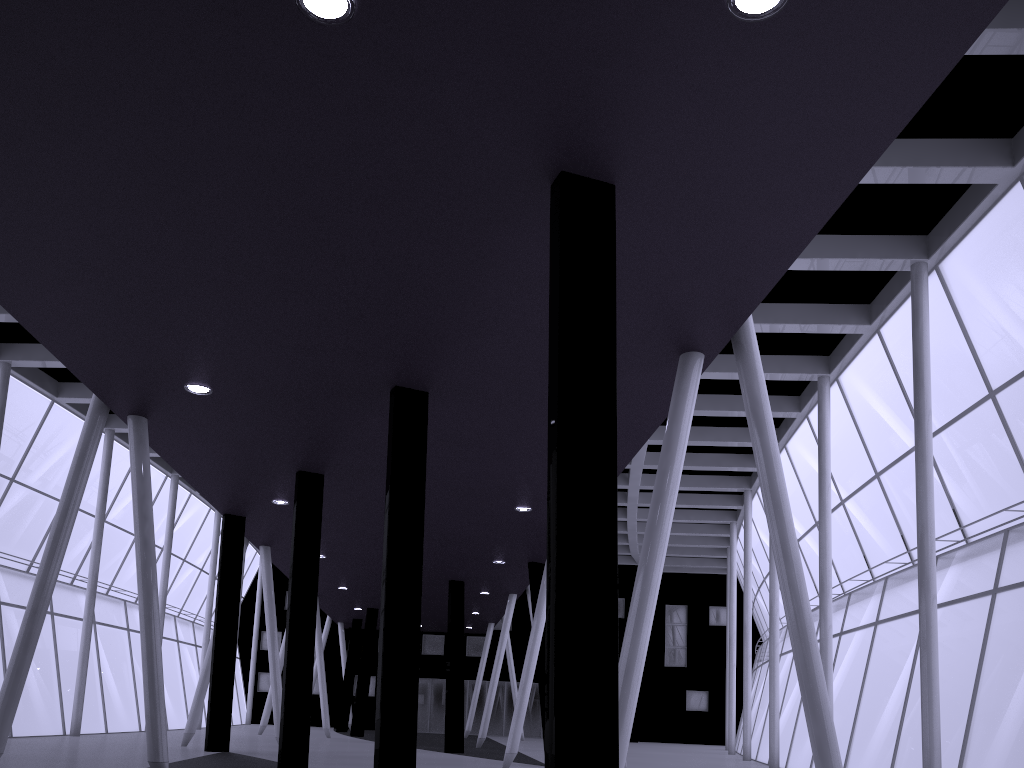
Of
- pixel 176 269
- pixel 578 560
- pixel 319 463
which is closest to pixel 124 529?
pixel 319 463
